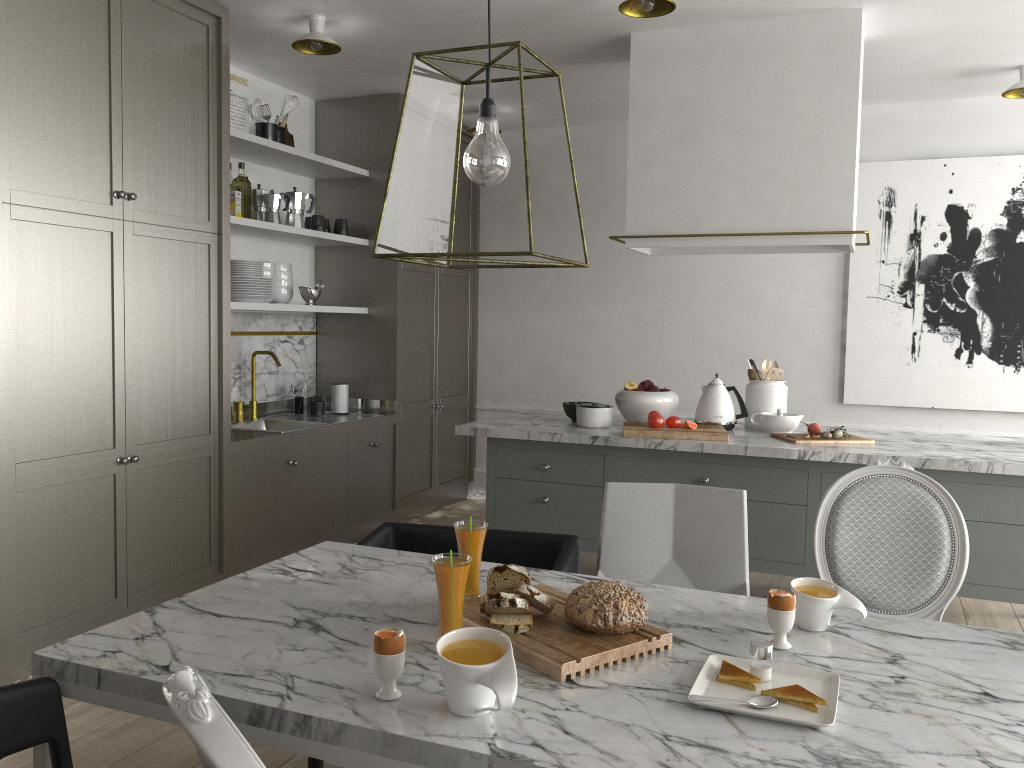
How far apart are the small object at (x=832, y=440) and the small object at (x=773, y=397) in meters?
0.3 m

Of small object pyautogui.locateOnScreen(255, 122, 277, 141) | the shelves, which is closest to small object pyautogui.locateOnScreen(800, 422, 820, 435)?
the shelves

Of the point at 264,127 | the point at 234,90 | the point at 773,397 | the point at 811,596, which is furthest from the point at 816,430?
the point at 234,90

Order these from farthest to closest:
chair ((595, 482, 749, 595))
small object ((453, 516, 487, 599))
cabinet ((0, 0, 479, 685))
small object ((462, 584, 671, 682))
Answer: cabinet ((0, 0, 479, 685)) → chair ((595, 482, 749, 595)) → small object ((453, 516, 487, 599)) → small object ((462, 584, 671, 682))

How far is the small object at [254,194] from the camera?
4.27m

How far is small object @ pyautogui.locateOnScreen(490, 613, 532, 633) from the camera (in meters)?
1.55

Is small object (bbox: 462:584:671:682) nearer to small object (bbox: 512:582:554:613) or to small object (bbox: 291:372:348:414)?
small object (bbox: 512:582:554:613)

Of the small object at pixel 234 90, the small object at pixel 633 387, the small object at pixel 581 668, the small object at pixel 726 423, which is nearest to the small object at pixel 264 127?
the small object at pixel 234 90

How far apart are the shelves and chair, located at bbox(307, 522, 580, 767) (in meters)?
1.80

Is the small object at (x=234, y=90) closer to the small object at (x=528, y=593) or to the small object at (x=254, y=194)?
the small object at (x=254, y=194)
